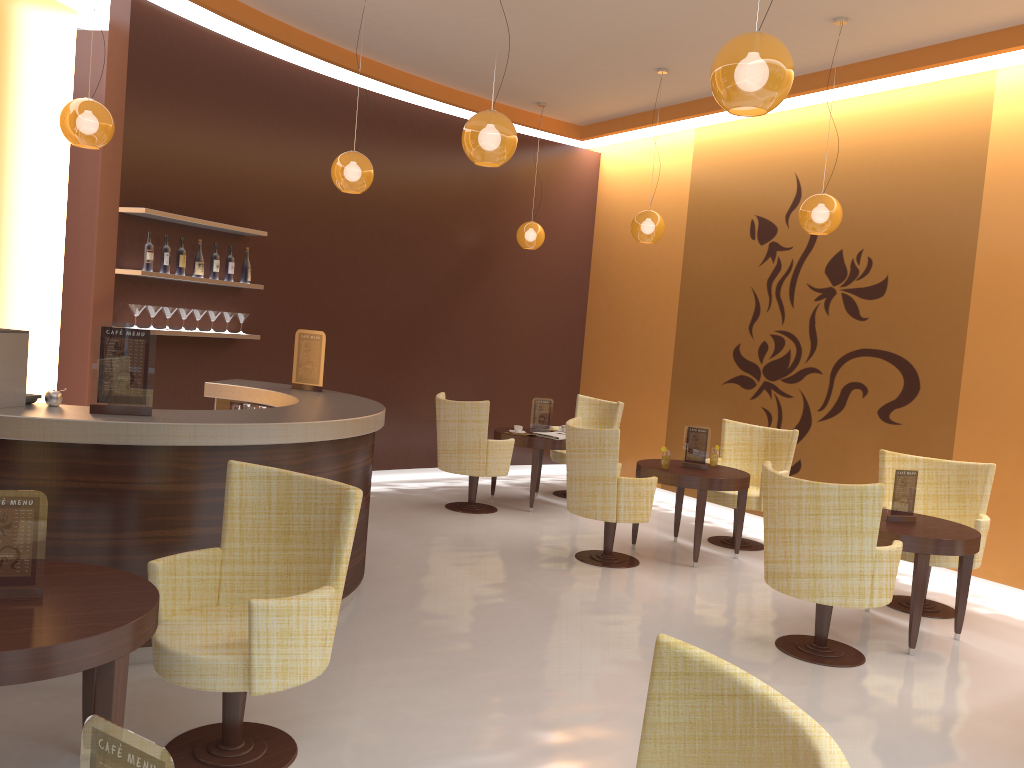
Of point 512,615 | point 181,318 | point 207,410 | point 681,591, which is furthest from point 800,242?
point 207,410

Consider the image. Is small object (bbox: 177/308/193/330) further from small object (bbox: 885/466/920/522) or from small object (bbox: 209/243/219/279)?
small object (bbox: 885/466/920/522)

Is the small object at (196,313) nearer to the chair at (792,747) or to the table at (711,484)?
the table at (711,484)

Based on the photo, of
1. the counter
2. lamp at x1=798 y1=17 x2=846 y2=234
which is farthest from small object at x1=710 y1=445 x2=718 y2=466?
the counter

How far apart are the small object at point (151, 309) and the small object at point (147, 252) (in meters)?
0.31

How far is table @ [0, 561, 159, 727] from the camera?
2.4 meters

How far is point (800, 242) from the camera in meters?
8.0 m

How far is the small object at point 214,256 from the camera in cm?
711

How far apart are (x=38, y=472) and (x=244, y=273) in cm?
389

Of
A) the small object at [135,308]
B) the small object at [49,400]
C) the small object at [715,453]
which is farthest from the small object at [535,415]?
the small object at [49,400]
